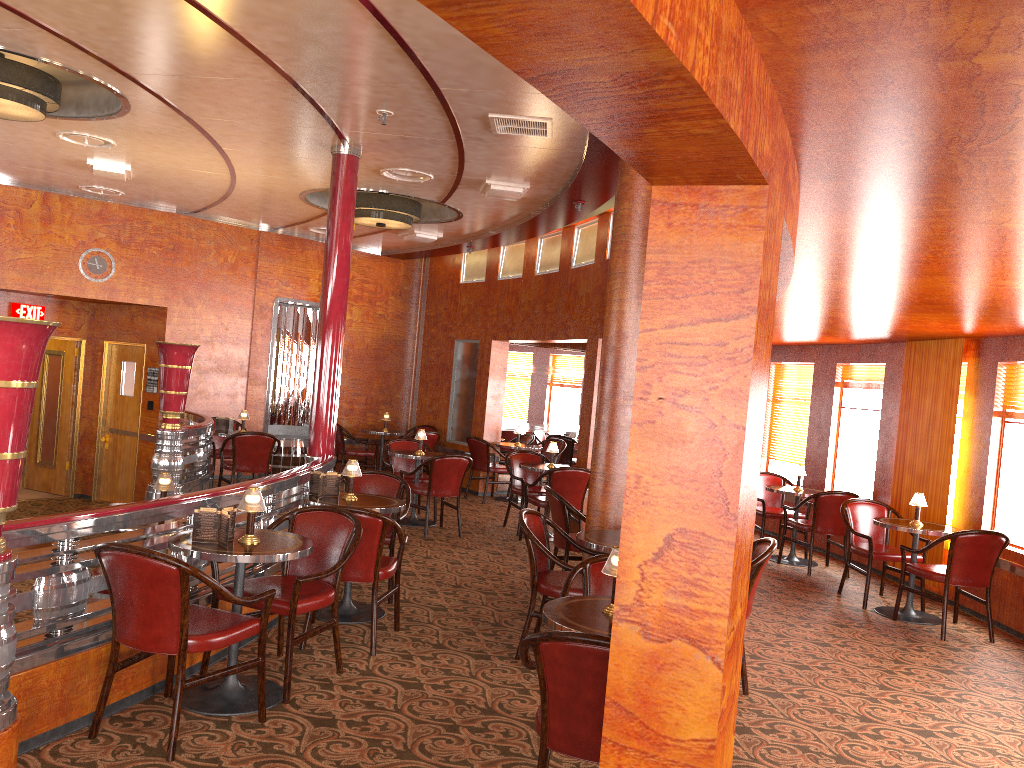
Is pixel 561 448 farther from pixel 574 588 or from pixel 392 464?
pixel 574 588

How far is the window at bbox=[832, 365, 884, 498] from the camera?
9.0 meters

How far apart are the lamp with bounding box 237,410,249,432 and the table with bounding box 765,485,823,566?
5.58m

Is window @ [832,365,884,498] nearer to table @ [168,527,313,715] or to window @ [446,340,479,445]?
window @ [446,340,479,445]

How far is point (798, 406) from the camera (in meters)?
10.22

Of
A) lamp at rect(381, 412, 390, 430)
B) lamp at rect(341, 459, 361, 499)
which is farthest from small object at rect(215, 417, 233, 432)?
lamp at rect(341, 459, 361, 499)

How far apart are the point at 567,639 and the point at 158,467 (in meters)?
5.93

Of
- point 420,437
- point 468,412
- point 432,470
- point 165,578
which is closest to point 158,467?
point 432,470

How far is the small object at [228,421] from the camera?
9.6m

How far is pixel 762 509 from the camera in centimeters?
899cm
